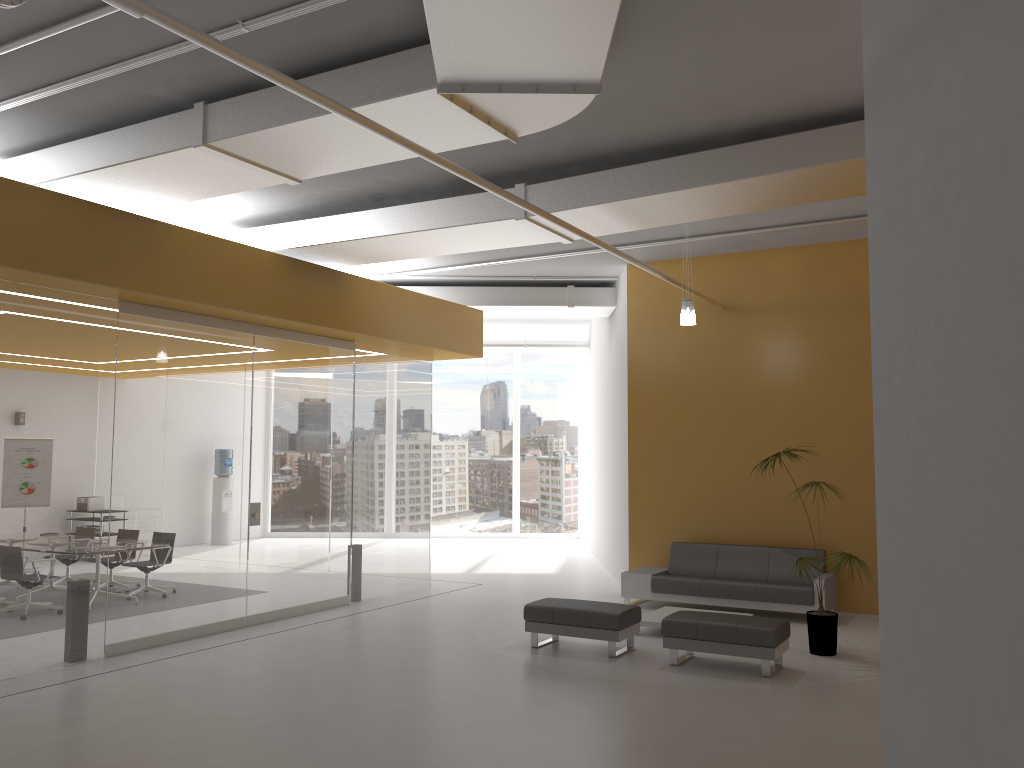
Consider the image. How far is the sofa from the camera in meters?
9.9

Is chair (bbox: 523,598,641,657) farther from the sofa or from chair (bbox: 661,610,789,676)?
the sofa

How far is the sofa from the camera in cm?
993

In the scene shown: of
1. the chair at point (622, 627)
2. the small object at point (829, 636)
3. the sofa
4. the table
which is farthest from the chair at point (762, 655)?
the sofa

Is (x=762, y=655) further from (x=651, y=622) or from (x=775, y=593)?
(x=775, y=593)

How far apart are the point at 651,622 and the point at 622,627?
1.08m

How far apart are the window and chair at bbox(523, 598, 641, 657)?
11.0 meters

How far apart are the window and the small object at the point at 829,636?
11.4m

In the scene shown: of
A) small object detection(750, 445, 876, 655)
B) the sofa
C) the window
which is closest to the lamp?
small object detection(750, 445, 876, 655)

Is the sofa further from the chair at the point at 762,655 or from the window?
the window
